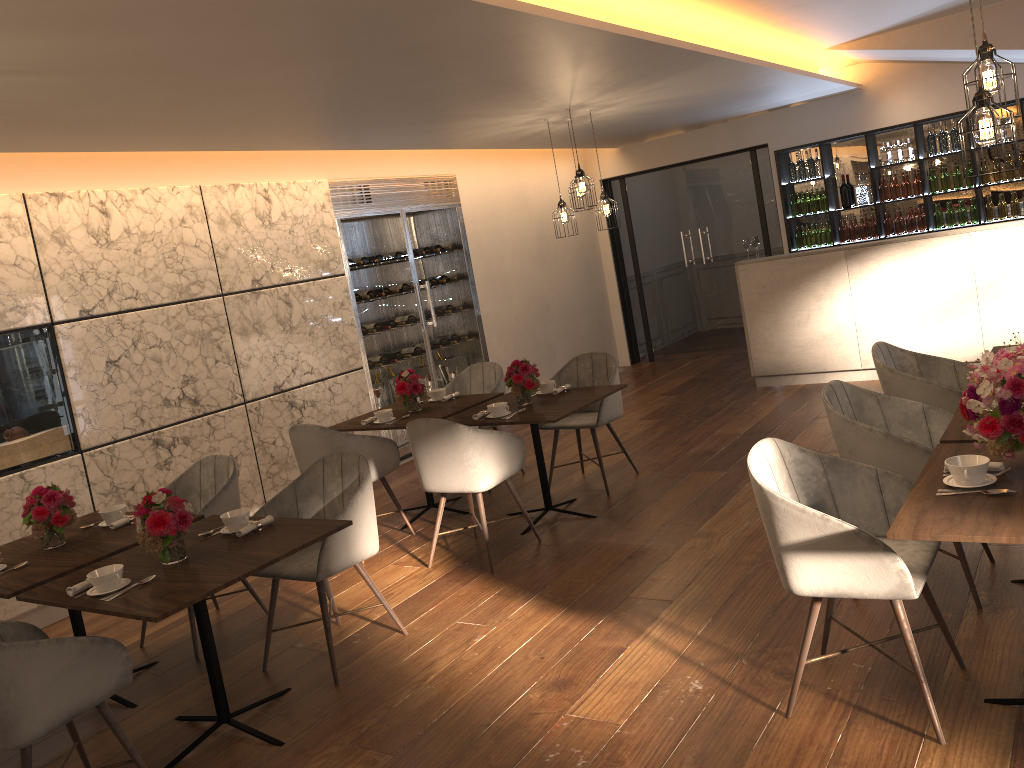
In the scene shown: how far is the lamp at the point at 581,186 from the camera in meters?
6.7 m

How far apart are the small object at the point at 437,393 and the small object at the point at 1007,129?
6.1 meters

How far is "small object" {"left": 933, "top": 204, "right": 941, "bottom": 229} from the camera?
8.9 meters

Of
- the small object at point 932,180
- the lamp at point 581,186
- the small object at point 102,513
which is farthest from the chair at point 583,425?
the small object at point 932,180

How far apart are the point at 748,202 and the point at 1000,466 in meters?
7.6 m

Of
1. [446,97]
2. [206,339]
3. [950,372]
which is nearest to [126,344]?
[206,339]

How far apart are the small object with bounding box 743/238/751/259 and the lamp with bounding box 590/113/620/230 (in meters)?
1.85

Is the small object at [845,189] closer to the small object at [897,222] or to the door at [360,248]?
the small object at [897,222]

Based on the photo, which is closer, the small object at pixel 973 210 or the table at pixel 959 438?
the table at pixel 959 438

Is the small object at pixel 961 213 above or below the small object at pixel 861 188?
below
